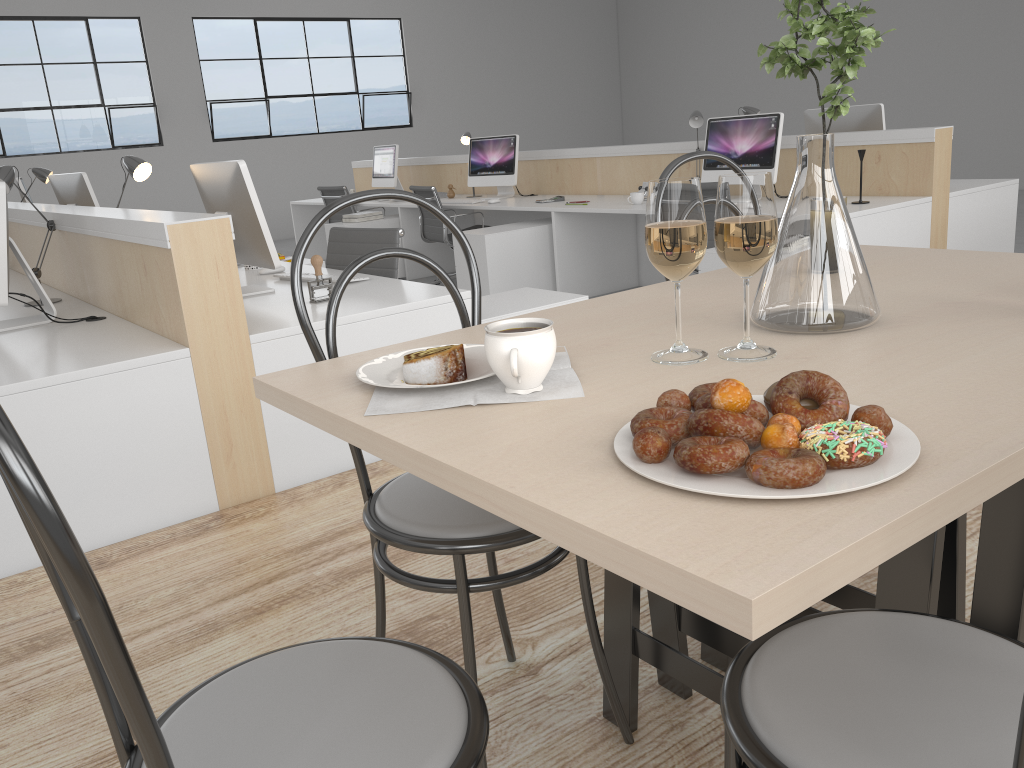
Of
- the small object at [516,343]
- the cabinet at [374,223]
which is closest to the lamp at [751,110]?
the cabinet at [374,223]

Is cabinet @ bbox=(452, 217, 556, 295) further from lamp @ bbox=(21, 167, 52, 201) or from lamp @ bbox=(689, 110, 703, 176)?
lamp @ bbox=(21, 167, 52, 201)

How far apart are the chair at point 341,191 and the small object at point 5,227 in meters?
3.8

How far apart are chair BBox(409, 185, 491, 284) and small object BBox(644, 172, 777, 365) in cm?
429

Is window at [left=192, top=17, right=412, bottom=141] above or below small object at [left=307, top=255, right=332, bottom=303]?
above

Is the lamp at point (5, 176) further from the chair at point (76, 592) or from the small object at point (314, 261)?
the chair at point (76, 592)

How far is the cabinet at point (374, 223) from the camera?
5.6 meters

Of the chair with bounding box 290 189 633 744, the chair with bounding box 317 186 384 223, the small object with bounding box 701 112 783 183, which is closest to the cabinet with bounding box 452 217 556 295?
the small object with bounding box 701 112 783 183

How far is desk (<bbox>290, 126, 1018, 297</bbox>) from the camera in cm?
348

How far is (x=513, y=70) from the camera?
10.6 meters
